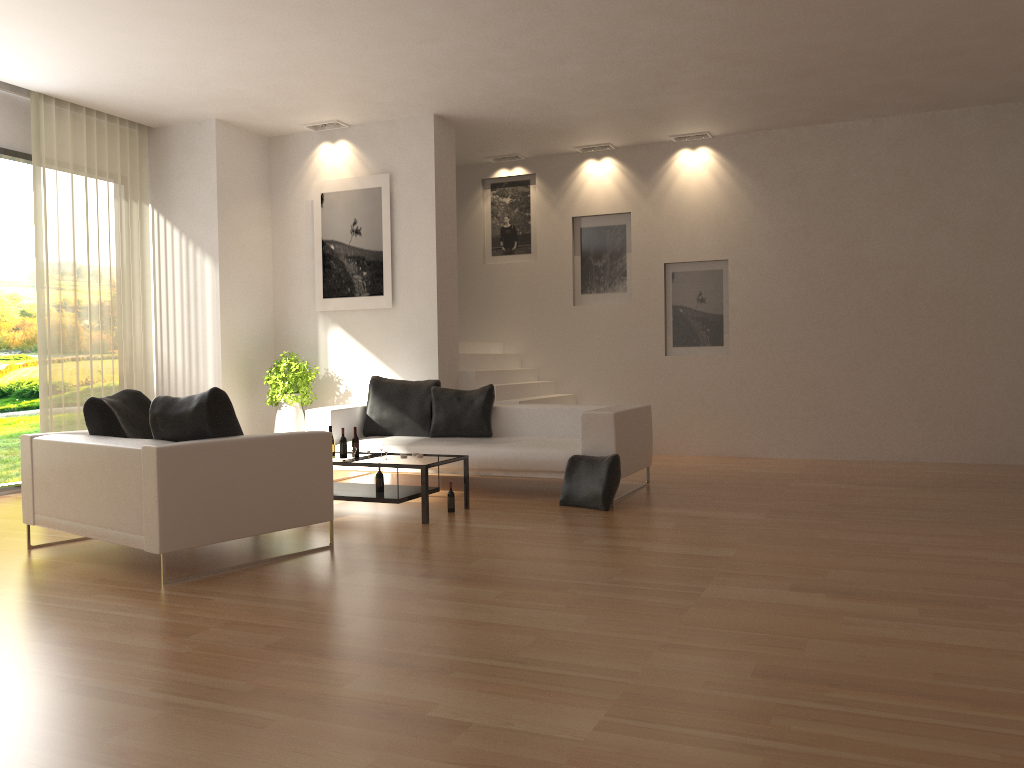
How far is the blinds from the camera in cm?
847

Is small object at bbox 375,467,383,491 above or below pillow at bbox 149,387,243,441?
below

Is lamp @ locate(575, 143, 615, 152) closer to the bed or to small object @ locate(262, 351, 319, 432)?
the bed

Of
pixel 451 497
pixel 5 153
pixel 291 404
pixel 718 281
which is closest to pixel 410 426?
pixel 291 404

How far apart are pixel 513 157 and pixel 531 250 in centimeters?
121cm

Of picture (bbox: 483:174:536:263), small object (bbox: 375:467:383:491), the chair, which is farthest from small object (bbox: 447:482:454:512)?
picture (bbox: 483:174:536:263)

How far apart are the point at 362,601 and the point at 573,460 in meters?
3.1

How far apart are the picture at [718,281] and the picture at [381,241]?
3.44m

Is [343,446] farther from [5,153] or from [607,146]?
[607,146]

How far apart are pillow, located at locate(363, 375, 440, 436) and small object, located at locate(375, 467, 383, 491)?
1.7m
